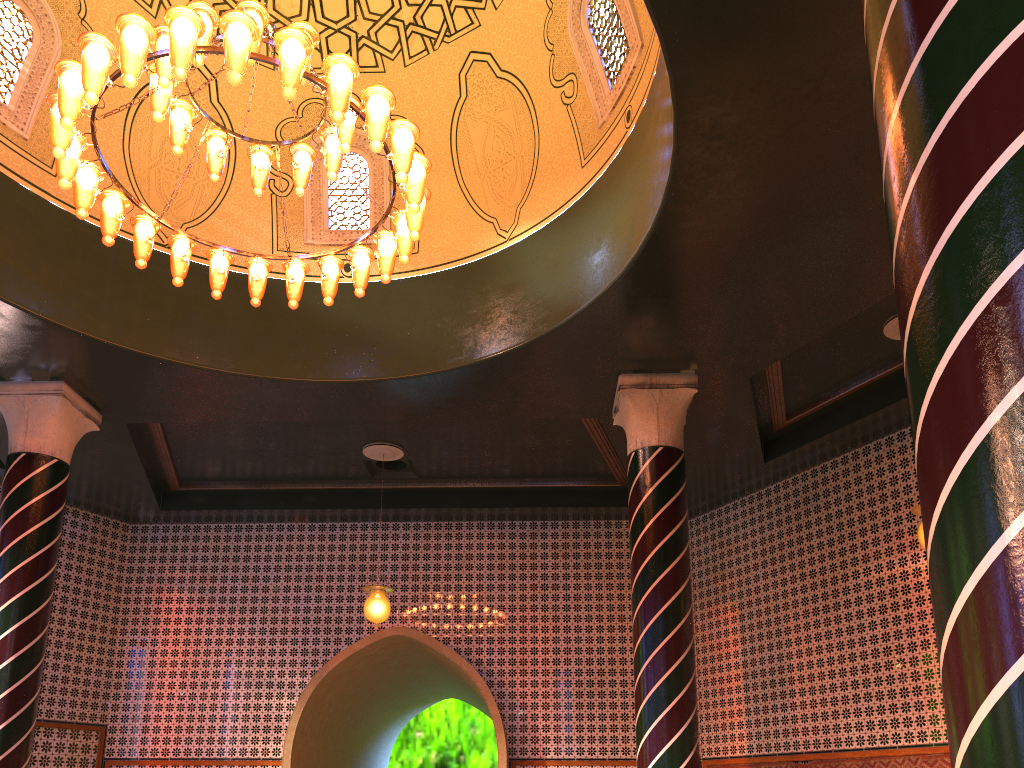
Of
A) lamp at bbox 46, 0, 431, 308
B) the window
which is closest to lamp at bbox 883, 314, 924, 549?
the window

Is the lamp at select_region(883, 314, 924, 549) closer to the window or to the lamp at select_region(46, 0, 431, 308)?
the window

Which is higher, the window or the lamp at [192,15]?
the window

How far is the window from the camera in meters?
7.7

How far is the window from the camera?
7.7 meters

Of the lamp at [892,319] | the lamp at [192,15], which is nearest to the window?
the lamp at [192,15]

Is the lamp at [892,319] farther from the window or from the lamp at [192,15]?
the lamp at [192,15]

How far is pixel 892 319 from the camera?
8.23m

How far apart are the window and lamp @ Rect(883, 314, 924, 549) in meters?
3.3

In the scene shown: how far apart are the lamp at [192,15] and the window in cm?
221
